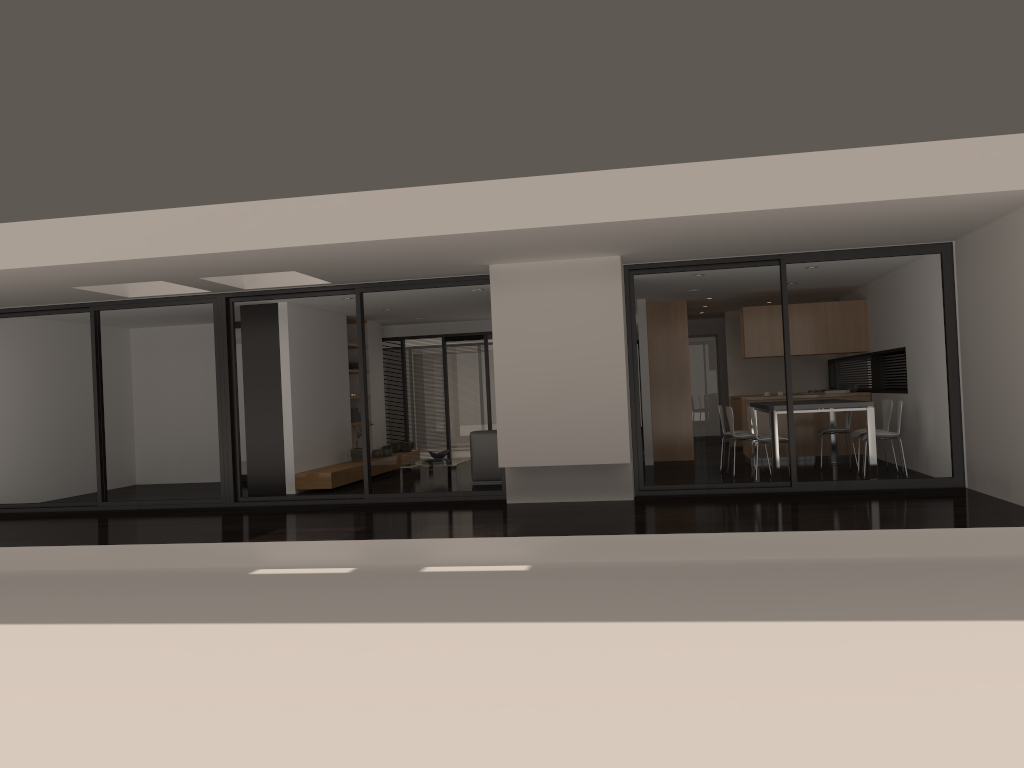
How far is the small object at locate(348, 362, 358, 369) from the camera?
13.7m

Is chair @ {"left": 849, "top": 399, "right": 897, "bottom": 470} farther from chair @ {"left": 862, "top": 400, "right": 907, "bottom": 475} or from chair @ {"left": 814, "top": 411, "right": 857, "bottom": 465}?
chair @ {"left": 862, "top": 400, "right": 907, "bottom": 475}

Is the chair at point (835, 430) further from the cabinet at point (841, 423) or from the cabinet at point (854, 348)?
the cabinet at point (854, 348)

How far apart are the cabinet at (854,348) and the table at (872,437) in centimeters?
107cm

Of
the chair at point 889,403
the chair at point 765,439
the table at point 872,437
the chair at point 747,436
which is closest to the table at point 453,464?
the chair at point 747,436

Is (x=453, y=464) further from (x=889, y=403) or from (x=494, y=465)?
(x=889, y=403)

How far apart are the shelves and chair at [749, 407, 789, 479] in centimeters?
519cm

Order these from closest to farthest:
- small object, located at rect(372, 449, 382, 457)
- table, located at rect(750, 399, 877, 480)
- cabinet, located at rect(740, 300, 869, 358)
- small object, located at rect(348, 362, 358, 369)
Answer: table, located at rect(750, 399, 877, 480) < cabinet, located at rect(740, 300, 869, 358) < small object, located at rect(372, 449, 382, 457) < small object, located at rect(348, 362, 358, 369)

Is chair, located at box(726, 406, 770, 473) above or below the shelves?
above

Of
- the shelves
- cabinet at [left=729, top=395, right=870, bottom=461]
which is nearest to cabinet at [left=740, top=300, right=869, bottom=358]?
cabinet at [left=729, top=395, right=870, bottom=461]
